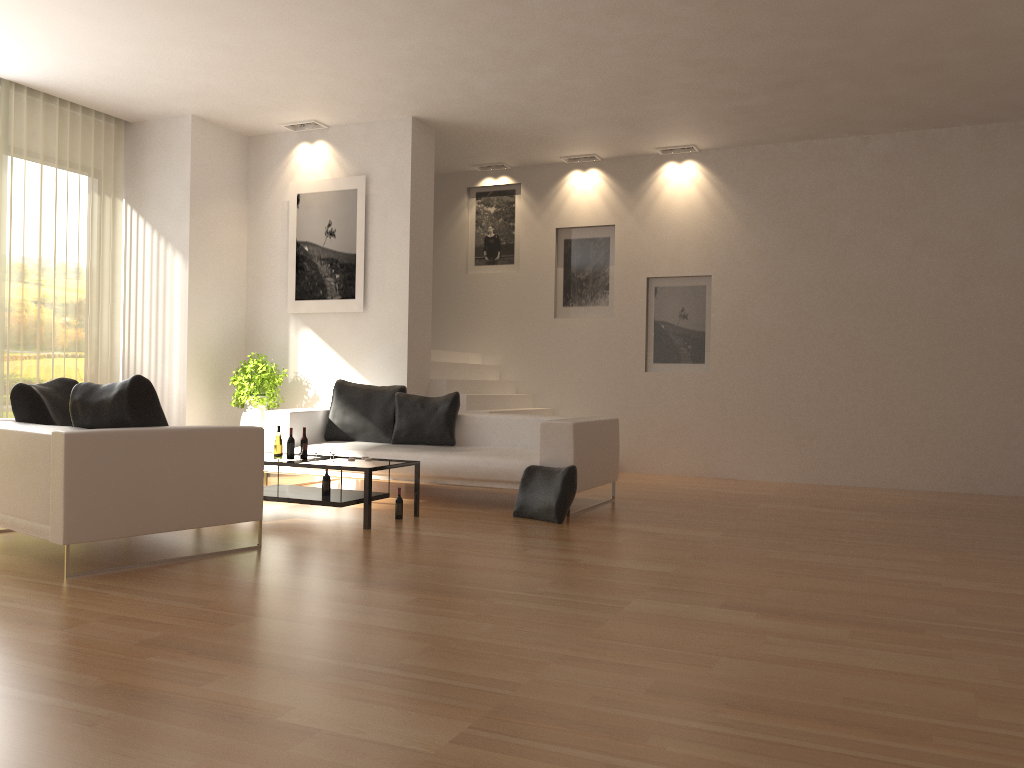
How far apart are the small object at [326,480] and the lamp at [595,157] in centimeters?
579cm

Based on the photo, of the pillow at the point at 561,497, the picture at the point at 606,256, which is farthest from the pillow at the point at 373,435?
the picture at the point at 606,256

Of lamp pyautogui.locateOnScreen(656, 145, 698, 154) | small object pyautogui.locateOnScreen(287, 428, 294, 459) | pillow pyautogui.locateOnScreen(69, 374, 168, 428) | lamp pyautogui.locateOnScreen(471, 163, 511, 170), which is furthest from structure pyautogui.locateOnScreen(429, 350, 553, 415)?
pillow pyautogui.locateOnScreen(69, 374, 168, 428)

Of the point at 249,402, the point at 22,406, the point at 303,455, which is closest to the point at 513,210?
the point at 249,402

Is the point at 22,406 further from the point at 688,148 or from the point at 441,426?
the point at 688,148

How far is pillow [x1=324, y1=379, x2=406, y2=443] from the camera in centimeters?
840cm

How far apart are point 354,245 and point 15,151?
3.28m

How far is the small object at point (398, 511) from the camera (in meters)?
6.64

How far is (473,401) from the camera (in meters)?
9.50

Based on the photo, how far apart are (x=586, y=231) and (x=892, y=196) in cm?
344
